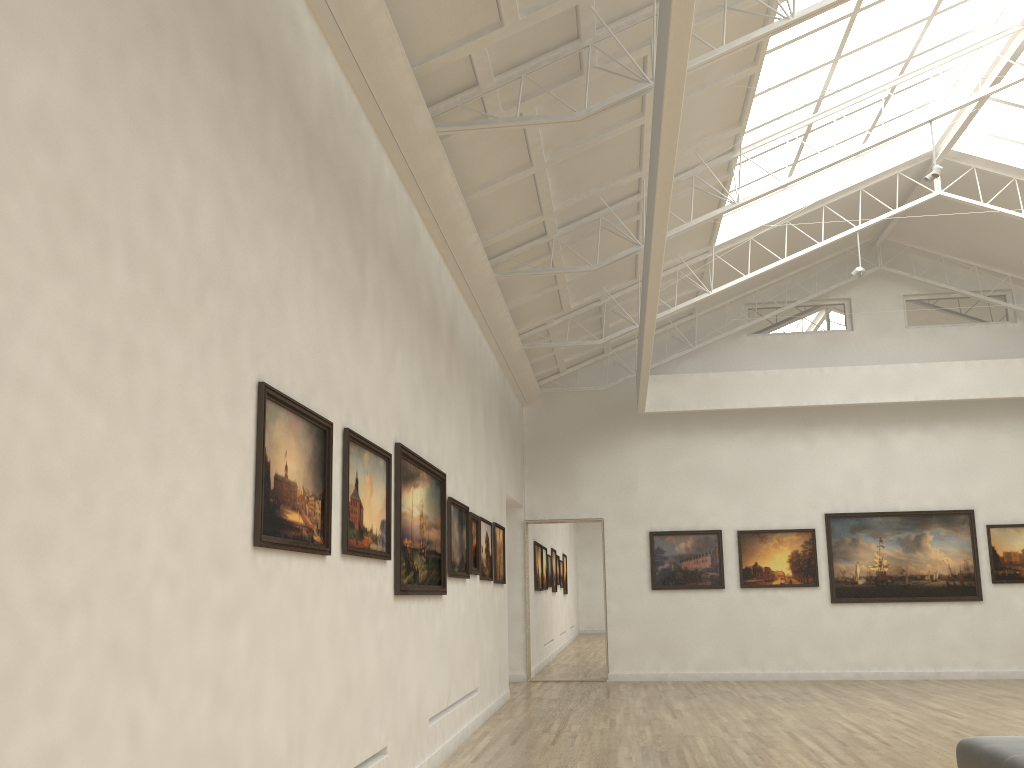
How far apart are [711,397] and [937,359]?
8.2 meters
